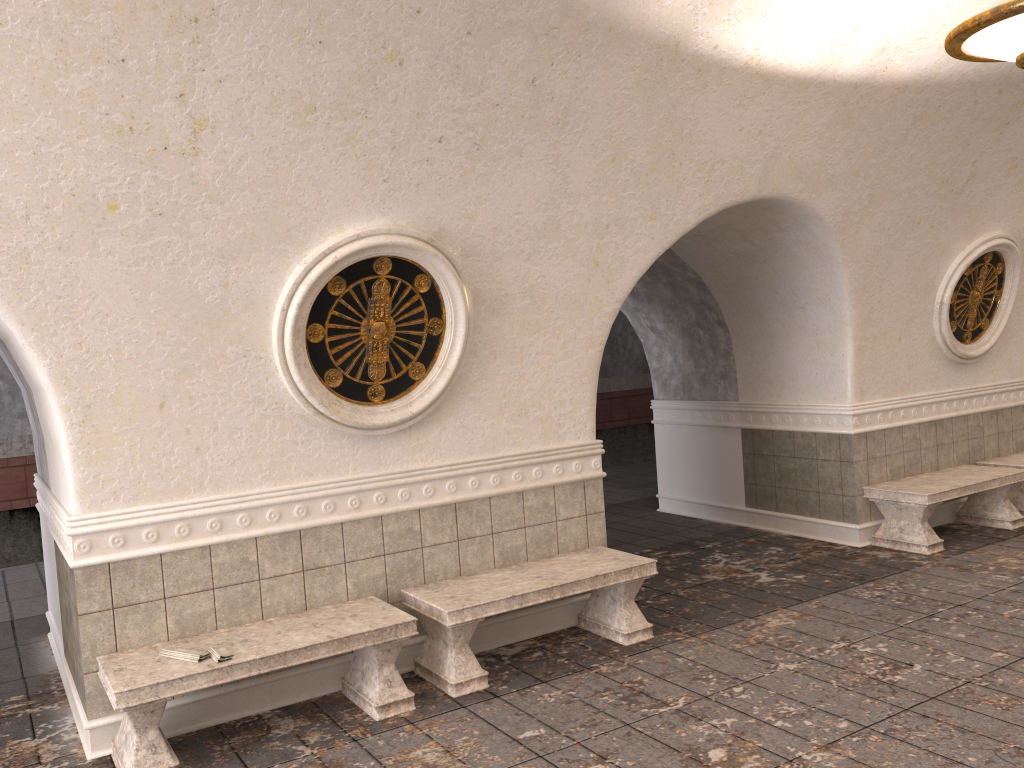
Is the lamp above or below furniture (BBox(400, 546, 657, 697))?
above

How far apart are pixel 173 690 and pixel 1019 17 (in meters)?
4.93

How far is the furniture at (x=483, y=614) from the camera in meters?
5.0 m

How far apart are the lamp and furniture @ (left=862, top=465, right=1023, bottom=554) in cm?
370

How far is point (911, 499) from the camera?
7.24m

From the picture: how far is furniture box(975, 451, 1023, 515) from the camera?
8.23m

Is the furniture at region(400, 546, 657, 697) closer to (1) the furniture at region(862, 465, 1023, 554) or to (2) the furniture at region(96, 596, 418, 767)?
(2) the furniture at region(96, 596, 418, 767)

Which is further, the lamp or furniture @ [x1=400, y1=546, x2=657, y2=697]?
furniture @ [x1=400, y1=546, x2=657, y2=697]

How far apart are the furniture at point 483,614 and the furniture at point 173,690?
0.2m

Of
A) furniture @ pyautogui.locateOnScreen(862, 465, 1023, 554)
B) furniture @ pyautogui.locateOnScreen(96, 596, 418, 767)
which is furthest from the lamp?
furniture @ pyautogui.locateOnScreen(96, 596, 418, 767)
